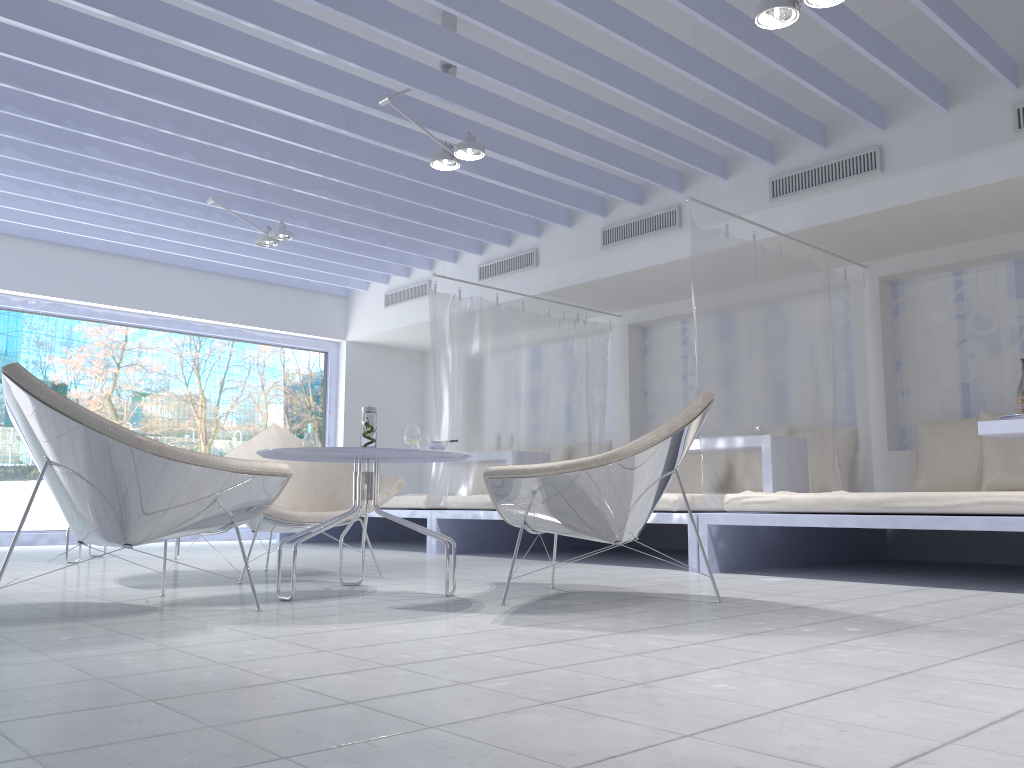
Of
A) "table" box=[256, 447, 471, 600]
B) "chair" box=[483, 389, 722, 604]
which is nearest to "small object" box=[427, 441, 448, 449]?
"table" box=[256, 447, 471, 600]

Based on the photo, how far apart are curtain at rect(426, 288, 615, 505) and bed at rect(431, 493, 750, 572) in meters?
0.1

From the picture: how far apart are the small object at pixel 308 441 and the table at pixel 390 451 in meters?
0.1

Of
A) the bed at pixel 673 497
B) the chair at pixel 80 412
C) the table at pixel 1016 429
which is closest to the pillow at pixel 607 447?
the bed at pixel 673 497

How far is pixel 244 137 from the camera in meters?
5.4

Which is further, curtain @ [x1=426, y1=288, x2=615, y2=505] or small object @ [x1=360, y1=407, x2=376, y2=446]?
curtain @ [x1=426, y1=288, x2=615, y2=505]

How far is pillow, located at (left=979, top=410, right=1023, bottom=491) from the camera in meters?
5.1 m

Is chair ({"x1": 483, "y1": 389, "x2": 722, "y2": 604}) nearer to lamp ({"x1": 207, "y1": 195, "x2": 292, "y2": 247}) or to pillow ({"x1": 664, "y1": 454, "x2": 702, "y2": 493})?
pillow ({"x1": 664, "y1": 454, "x2": 702, "y2": 493})

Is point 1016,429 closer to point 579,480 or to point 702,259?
point 702,259

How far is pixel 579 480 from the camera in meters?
2.9
